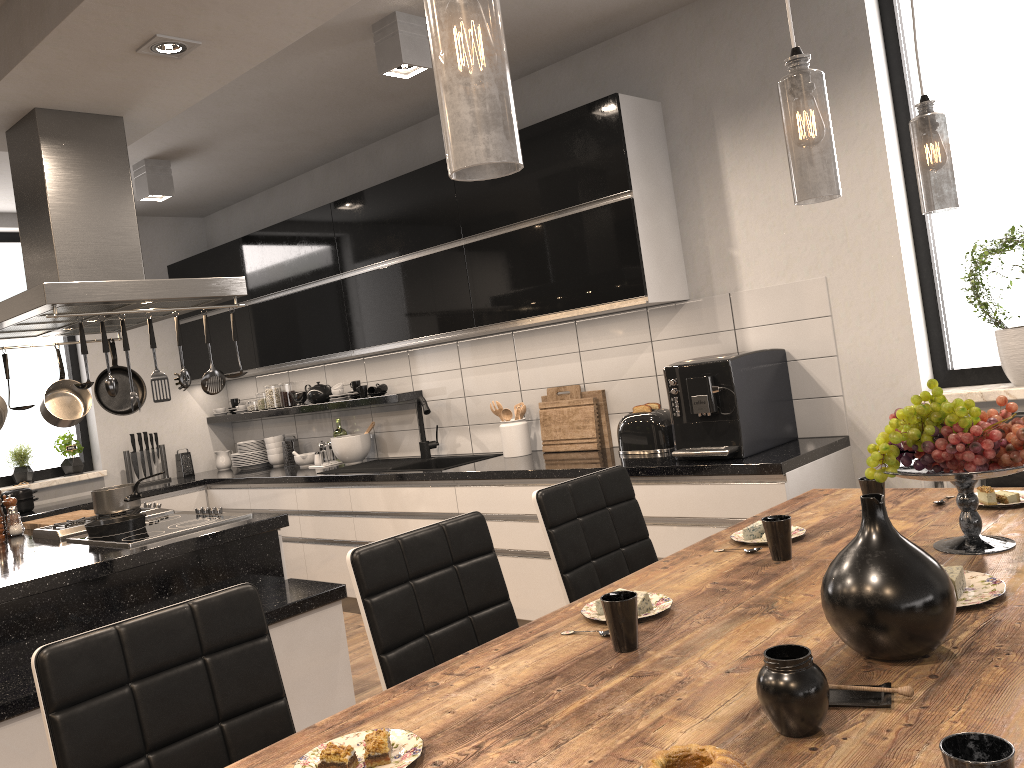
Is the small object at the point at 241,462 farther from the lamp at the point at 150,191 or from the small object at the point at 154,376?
the small object at the point at 154,376

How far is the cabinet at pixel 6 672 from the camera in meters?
2.7 m

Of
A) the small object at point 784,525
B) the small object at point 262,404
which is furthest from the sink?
the small object at point 784,525

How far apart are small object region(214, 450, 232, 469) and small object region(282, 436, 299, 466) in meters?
0.7 m

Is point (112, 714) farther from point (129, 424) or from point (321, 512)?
point (129, 424)

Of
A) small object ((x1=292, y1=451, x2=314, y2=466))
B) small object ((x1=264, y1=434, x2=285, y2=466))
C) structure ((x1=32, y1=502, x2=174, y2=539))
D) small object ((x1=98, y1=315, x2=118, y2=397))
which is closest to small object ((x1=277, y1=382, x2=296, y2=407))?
small object ((x1=264, y1=434, x2=285, y2=466))

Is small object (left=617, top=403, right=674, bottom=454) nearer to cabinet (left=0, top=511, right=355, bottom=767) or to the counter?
the counter

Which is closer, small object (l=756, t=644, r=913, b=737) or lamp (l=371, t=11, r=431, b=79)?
small object (l=756, t=644, r=913, b=737)

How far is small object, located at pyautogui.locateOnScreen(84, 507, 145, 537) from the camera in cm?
351

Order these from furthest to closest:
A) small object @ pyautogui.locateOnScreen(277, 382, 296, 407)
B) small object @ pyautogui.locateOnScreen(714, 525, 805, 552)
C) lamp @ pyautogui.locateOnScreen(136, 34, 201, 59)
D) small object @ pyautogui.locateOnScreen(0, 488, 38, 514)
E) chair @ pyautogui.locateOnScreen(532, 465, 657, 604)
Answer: small object @ pyautogui.locateOnScreen(277, 382, 296, 407) < small object @ pyautogui.locateOnScreen(0, 488, 38, 514) < lamp @ pyautogui.locateOnScreen(136, 34, 201, 59) < chair @ pyautogui.locateOnScreen(532, 465, 657, 604) < small object @ pyautogui.locateOnScreen(714, 525, 805, 552)
